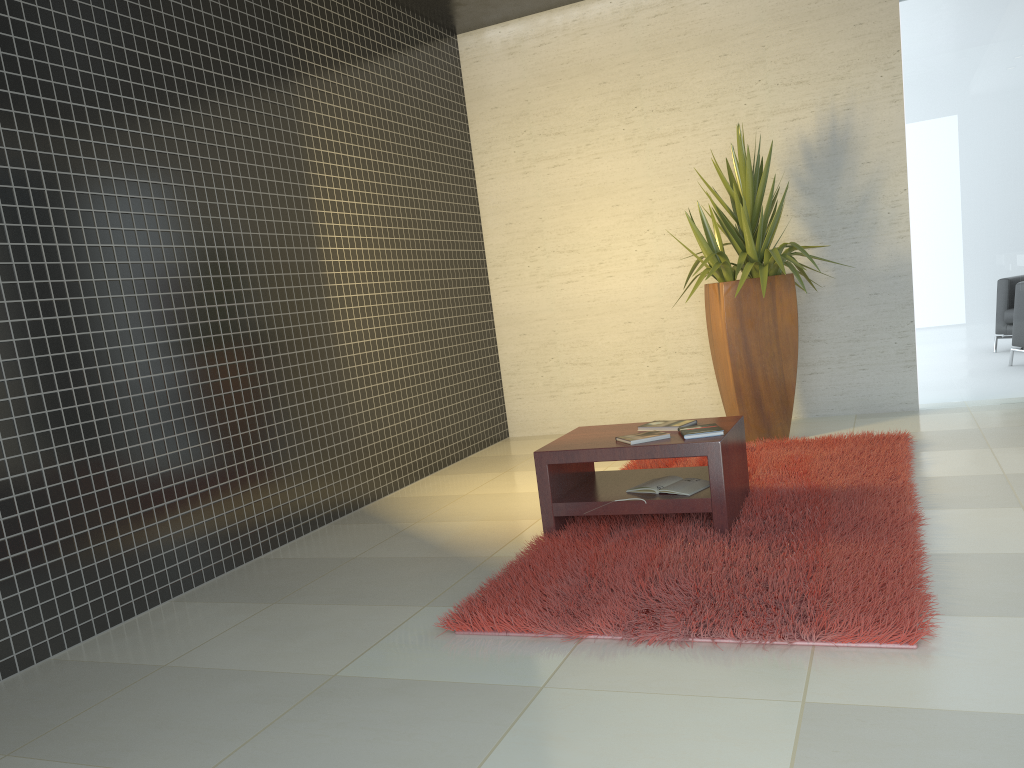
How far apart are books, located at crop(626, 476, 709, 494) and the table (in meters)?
0.03

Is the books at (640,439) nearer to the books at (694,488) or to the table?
the table

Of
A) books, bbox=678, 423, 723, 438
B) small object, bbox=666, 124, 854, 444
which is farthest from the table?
small object, bbox=666, 124, 854, 444

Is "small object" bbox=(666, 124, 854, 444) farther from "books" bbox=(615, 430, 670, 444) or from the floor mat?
"books" bbox=(615, 430, 670, 444)

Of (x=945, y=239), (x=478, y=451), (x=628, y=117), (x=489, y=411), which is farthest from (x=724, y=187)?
(x=478, y=451)

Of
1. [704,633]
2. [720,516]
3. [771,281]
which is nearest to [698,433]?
[720,516]

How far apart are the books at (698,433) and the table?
0.0m

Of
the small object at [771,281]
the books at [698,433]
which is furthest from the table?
the small object at [771,281]

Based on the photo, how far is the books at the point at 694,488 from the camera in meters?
3.9 m

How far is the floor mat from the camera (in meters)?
2.76
